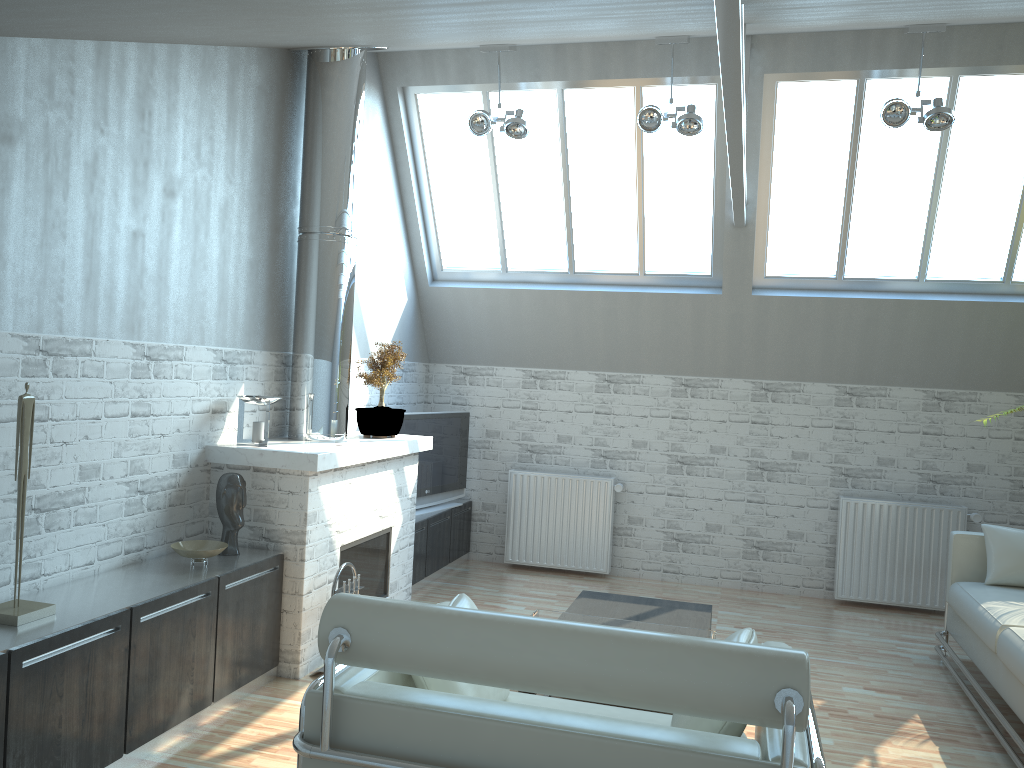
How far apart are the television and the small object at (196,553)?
4.8 meters

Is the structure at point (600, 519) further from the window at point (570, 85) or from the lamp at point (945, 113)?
the lamp at point (945, 113)

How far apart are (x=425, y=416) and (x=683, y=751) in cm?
983

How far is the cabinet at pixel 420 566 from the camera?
12.8 meters

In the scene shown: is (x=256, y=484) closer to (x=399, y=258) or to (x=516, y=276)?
(x=399, y=258)

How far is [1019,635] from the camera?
8.2m

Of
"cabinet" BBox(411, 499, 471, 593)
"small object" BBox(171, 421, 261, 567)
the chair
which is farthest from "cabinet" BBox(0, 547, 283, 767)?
"cabinet" BBox(411, 499, 471, 593)

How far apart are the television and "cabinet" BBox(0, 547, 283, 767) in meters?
4.3

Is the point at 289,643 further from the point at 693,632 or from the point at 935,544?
the point at 935,544

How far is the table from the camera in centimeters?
816cm
